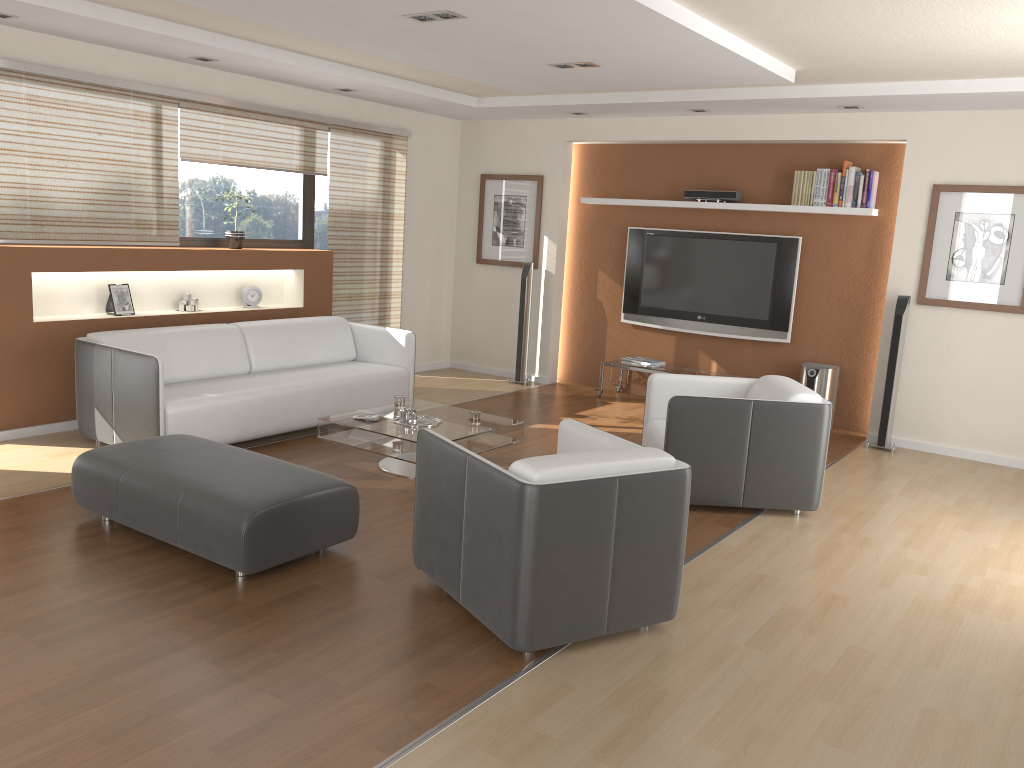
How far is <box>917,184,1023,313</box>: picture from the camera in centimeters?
628cm

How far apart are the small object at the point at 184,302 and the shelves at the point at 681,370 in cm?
354

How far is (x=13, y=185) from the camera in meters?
5.5 m

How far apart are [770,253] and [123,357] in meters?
5.1

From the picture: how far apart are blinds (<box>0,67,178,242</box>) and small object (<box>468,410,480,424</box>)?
2.74m

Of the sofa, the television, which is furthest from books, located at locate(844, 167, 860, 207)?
the sofa

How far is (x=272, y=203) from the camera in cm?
745

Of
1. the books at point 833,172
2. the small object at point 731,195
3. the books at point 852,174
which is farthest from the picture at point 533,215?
Answer: the books at point 852,174

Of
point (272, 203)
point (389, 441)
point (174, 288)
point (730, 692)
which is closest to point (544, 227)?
point (272, 203)

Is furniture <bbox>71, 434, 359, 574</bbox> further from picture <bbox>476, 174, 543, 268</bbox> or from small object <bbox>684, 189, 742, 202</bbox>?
small object <bbox>684, 189, 742, 202</bbox>
